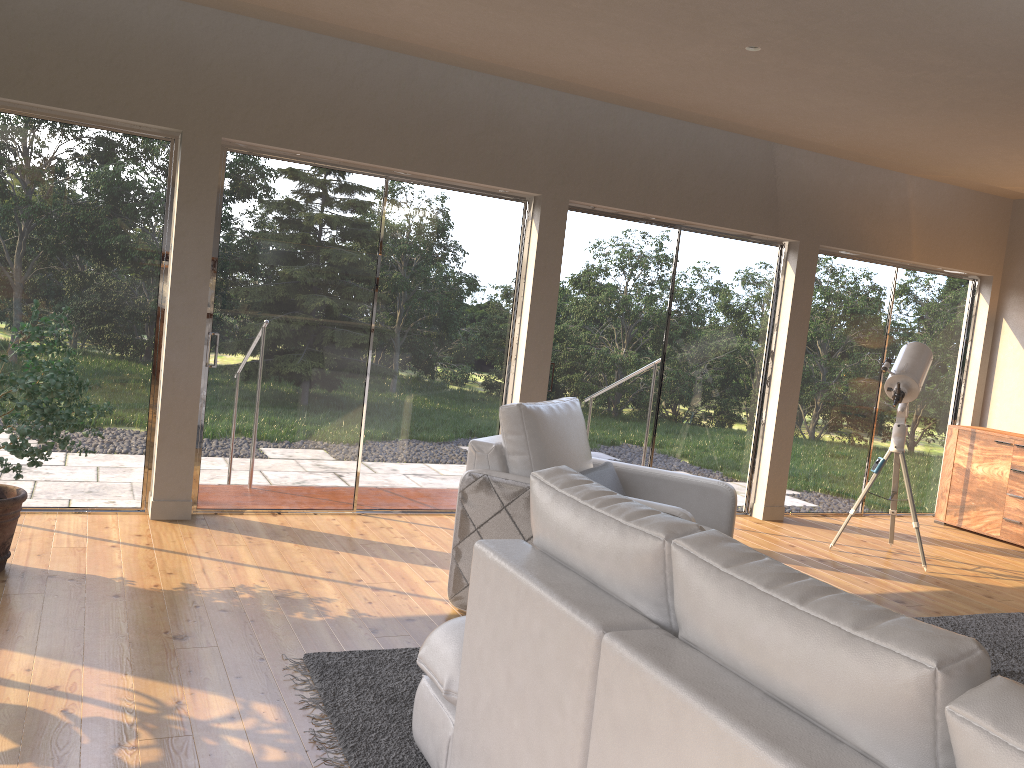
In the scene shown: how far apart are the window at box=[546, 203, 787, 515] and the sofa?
3.5m

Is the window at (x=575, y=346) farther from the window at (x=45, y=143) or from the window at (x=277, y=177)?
the window at (x=45, y=143)

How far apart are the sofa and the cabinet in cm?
587

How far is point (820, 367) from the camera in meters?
7.1

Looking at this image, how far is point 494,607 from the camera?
2.1m

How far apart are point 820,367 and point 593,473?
3.6 meters

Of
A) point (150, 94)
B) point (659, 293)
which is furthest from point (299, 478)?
point (659, 293)

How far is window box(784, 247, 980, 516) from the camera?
7.06m

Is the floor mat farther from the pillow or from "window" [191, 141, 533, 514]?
"window" [191, 141, 533, 514]

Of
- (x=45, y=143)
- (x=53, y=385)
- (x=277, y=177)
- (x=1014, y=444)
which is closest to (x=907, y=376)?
(x=1014, y=444)
